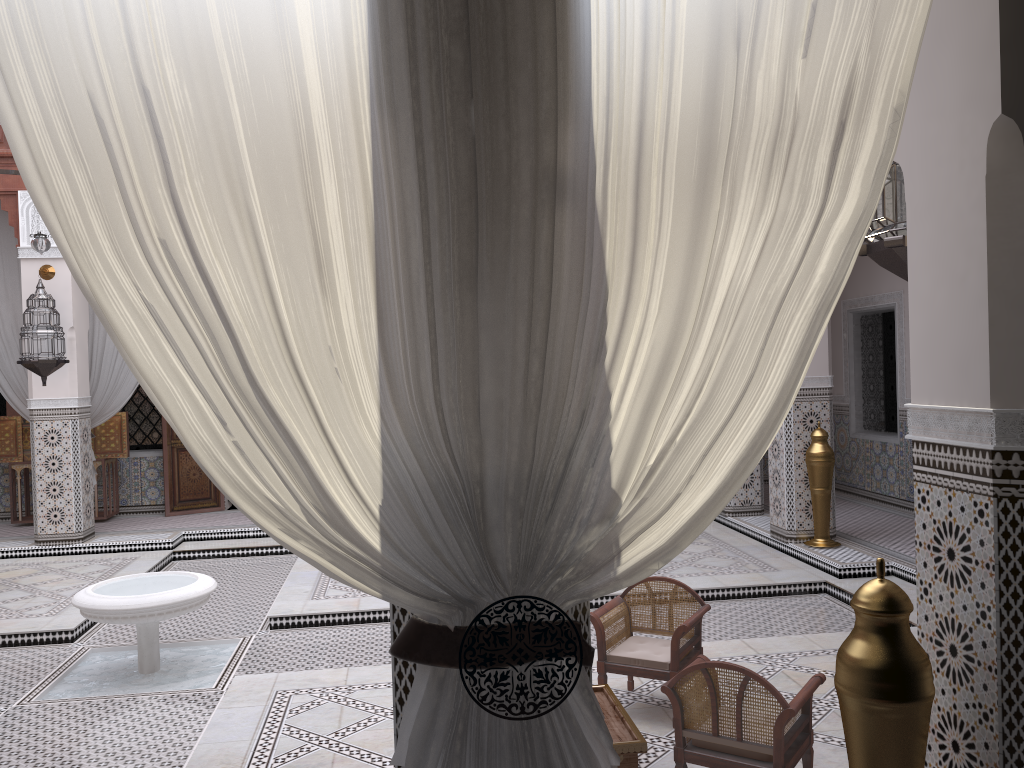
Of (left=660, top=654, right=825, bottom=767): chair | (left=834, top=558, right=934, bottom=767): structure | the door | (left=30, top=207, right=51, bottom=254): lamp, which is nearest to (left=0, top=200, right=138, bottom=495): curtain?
the door

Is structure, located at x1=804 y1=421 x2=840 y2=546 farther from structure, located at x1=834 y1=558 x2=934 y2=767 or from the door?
the door

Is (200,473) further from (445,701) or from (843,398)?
(445,701)

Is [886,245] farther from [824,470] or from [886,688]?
[824,470]

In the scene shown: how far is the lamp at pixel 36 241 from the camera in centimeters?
388cm

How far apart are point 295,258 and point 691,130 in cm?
44

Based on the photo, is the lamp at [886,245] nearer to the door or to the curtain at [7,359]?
the curtain at [7,359]

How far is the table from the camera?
1.73m

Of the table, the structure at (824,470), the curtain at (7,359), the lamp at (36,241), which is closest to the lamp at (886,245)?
the table

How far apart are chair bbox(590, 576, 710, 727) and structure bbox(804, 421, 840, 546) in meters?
1.8
